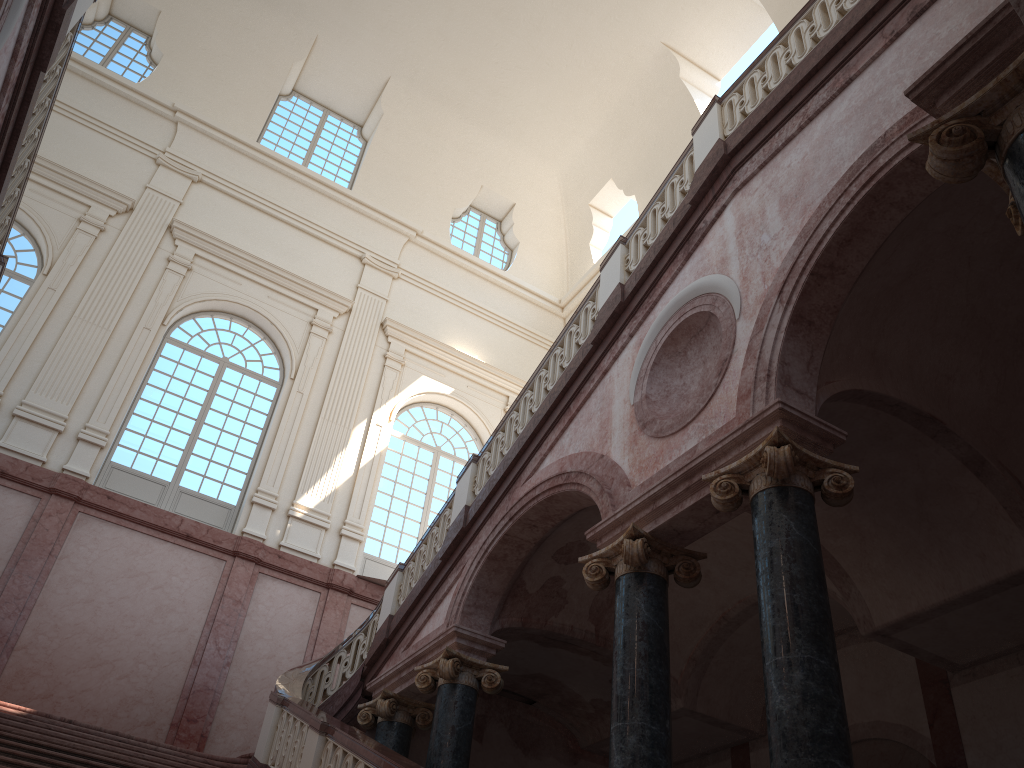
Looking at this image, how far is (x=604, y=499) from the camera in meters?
7.1 m

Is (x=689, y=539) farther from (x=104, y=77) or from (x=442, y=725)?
(x=104, y=77)

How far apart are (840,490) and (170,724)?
10.00m
